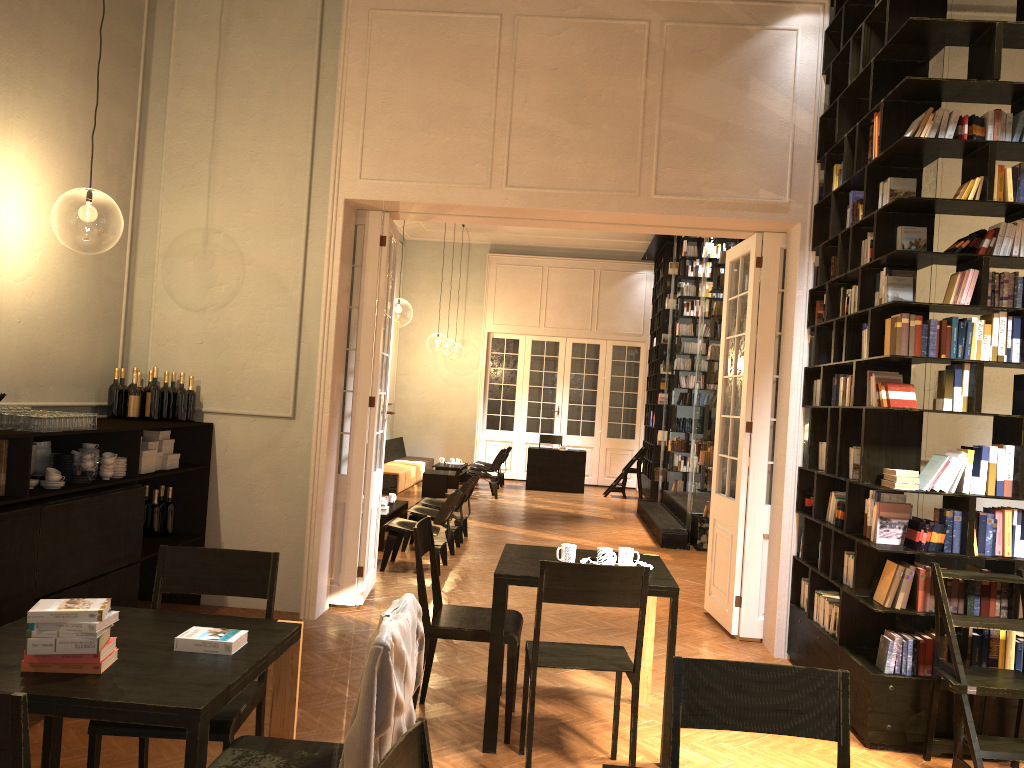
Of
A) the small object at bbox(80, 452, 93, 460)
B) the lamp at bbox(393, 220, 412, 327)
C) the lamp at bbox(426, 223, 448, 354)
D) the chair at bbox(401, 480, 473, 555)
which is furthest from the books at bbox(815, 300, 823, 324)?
the lamp at bbox(426, 223, 448, 354)

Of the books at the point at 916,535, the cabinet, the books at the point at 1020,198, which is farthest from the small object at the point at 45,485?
the books at the point at 1020,198

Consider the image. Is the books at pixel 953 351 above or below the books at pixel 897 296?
below

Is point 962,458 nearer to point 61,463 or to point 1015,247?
point 1015,247

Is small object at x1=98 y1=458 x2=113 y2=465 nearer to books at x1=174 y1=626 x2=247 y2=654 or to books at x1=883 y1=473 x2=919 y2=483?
books at x1=174 y1=626 x2=247 y2=654

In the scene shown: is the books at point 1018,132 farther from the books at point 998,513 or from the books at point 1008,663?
the books at point 1008,663

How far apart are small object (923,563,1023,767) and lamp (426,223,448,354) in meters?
22.2

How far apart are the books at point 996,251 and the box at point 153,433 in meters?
5.5

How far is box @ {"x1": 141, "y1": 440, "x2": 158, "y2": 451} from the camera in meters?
6.2

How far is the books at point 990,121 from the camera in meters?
4.9 m
